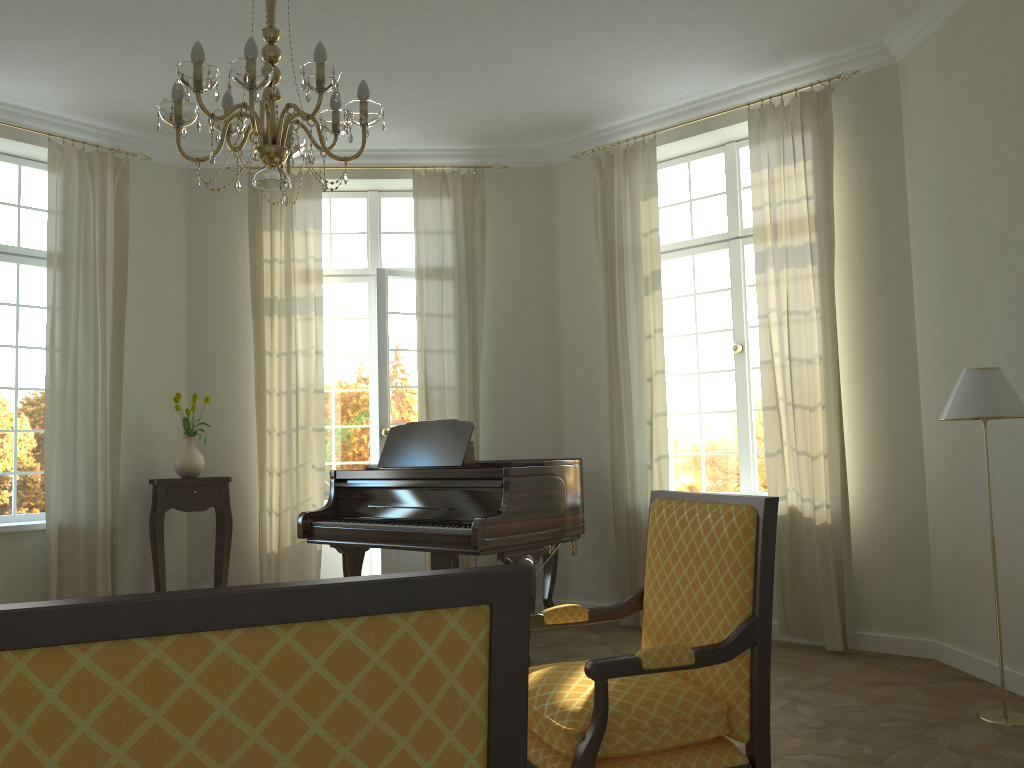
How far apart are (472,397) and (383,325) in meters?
0.9 m

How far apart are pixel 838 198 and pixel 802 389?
1.22m

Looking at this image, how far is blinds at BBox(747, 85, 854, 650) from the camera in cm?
527

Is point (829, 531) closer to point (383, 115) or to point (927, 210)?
point (927, 210)

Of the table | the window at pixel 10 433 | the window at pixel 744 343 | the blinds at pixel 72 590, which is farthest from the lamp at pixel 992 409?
the window at pixel 10 433

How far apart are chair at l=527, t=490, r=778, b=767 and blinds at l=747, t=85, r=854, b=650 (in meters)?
2.62

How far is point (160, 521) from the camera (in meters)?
6.06

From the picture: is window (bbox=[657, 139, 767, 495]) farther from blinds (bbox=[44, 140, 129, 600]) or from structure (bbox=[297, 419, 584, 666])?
blinds (bbox=[44, 140, 129, 600])

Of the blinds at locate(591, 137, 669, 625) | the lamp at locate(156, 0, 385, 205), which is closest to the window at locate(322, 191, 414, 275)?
the blinds at locate(591, 137, 669, 625)

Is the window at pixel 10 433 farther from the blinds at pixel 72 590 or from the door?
the door
